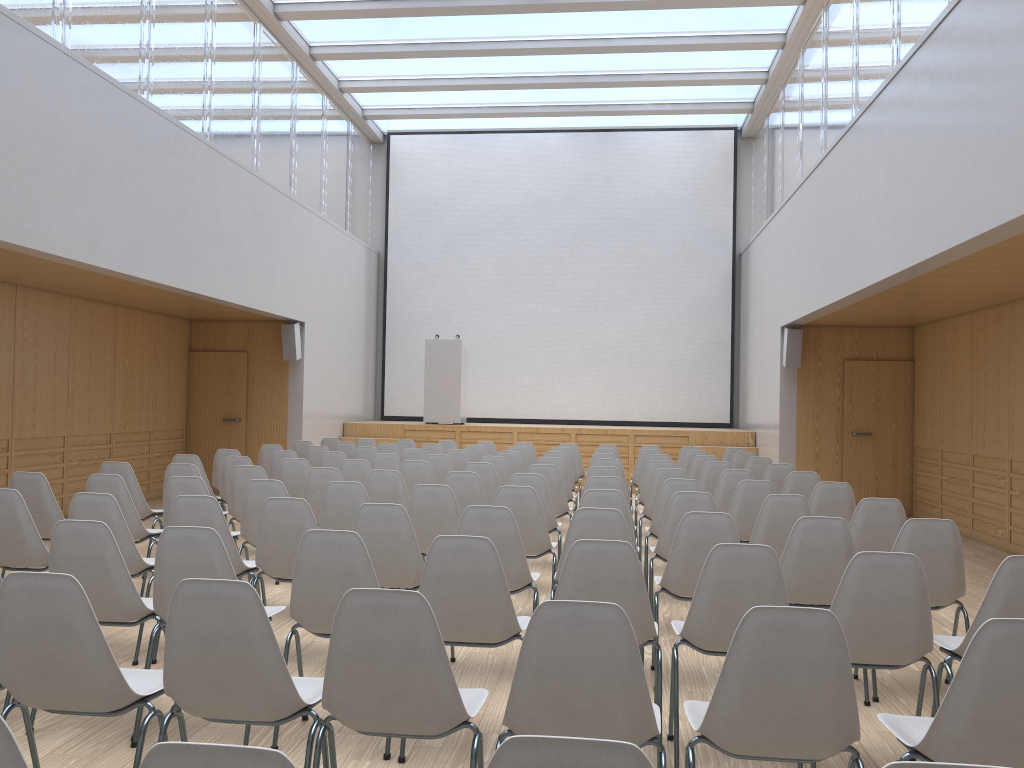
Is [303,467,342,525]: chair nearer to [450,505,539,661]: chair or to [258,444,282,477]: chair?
[450,505,539,661]: chair

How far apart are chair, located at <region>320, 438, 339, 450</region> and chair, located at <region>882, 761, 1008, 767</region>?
10.8m

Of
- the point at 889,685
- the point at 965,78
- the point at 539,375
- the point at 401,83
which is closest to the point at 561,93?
the point at 401,83

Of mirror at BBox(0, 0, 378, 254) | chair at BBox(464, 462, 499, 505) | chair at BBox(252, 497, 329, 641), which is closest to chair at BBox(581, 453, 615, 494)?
chair at BBox(464, 462, 499, 505)

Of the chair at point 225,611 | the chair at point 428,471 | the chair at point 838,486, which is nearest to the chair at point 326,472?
the chair at point 428,471

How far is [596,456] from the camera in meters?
9.2 m

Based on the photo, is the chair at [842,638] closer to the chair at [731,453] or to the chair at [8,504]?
the chair at [8,504]

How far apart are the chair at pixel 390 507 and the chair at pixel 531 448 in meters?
6.9

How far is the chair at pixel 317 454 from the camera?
9.6 meters

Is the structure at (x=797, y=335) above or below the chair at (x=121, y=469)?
above
